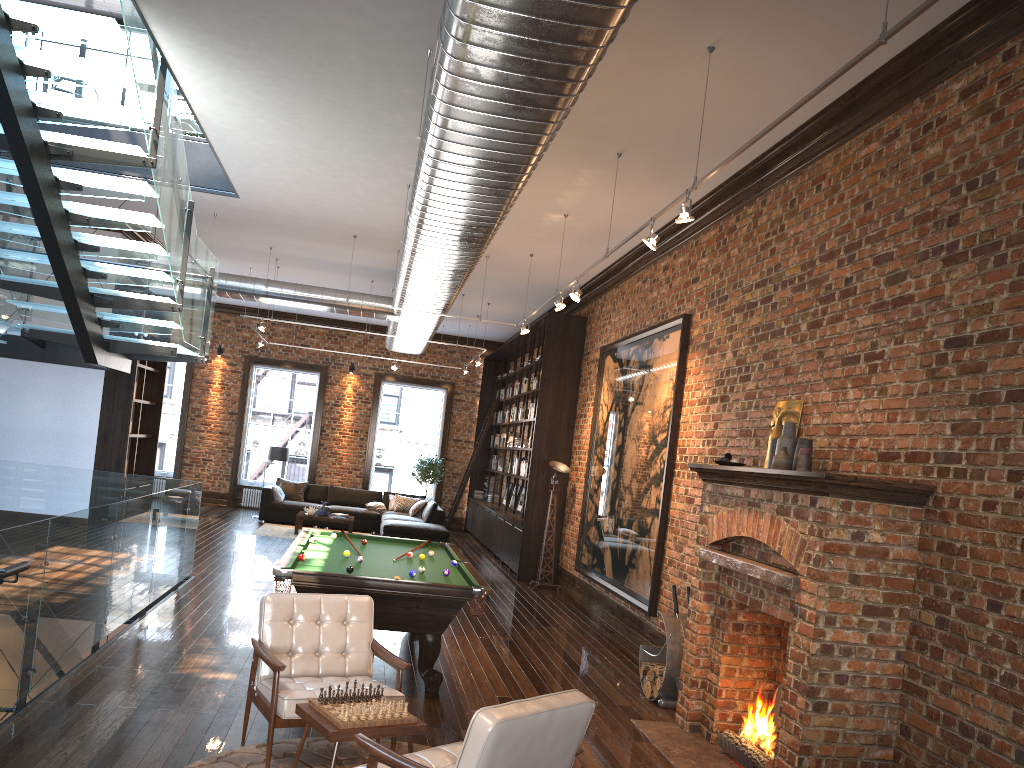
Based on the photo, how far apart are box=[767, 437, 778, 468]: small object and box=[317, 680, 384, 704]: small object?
3.24m

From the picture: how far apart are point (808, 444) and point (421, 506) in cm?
1219

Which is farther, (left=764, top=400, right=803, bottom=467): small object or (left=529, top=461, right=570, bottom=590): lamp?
(left=529, top=461, right=570, bottom=590): lamp

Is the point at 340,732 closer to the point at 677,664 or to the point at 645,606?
the point at 677,664

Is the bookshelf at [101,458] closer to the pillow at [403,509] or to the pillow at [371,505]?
the pillow at [371,505]

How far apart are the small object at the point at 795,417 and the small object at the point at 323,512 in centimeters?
1097cm

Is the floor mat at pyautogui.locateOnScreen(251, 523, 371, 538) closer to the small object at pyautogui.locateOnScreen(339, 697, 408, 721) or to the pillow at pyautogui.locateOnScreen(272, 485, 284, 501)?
the pillow at pyautogui.locateOnScreen(272, 485, 284, 501)

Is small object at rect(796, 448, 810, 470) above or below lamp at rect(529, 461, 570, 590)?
above

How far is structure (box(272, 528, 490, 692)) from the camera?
6.18m

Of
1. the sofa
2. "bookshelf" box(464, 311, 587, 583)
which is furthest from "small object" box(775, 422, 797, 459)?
the sofa
